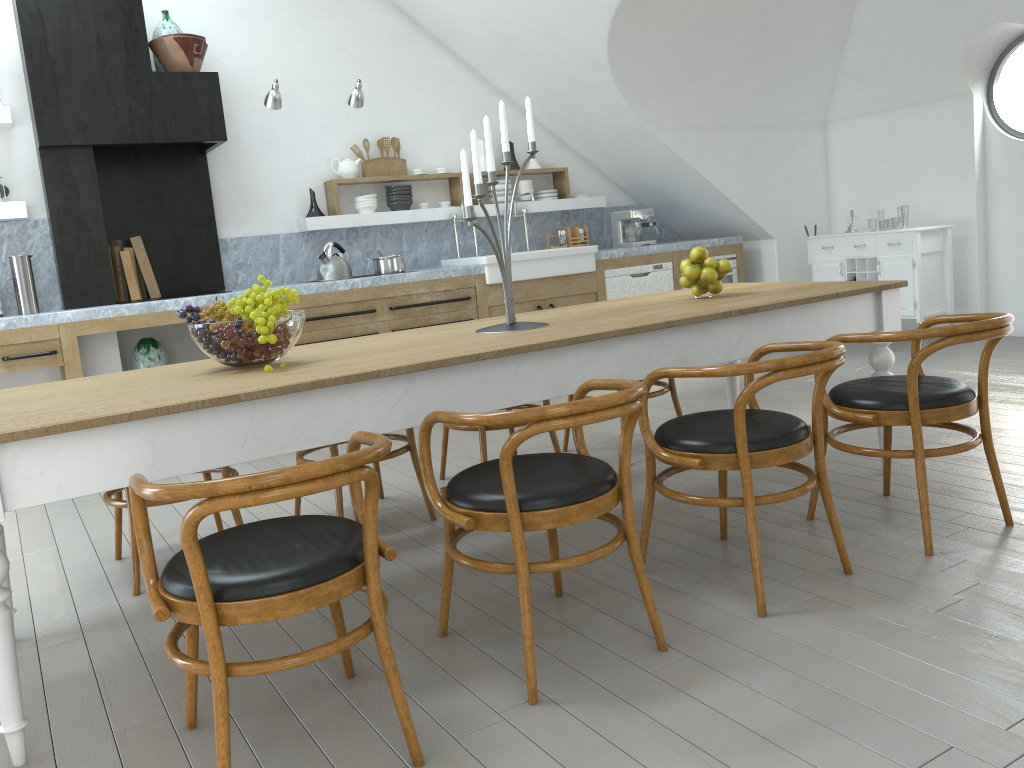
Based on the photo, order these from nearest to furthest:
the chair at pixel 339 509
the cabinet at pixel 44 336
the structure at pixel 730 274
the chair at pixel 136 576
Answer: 1. the chair at pixel 136 576
2. the chair at pixel 339 509
3. the cabinet at pixel 44 336
4. the structure at pixel 730 274

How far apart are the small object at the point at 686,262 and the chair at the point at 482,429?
1.0 meters

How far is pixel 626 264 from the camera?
7.04m

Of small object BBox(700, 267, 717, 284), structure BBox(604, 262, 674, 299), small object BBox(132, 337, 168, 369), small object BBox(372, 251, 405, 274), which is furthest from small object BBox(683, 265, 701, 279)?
small object BBox(132, 337, 168, 369)

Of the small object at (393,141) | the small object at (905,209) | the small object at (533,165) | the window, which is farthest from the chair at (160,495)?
the small object at (905,209)

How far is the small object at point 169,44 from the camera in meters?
5.4 m

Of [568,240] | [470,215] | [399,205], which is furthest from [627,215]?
[470,215]

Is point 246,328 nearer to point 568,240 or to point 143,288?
point 143,288

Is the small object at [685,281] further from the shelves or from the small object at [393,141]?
the small object at [393,141]

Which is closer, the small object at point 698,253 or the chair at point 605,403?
the chair at point 605,403
